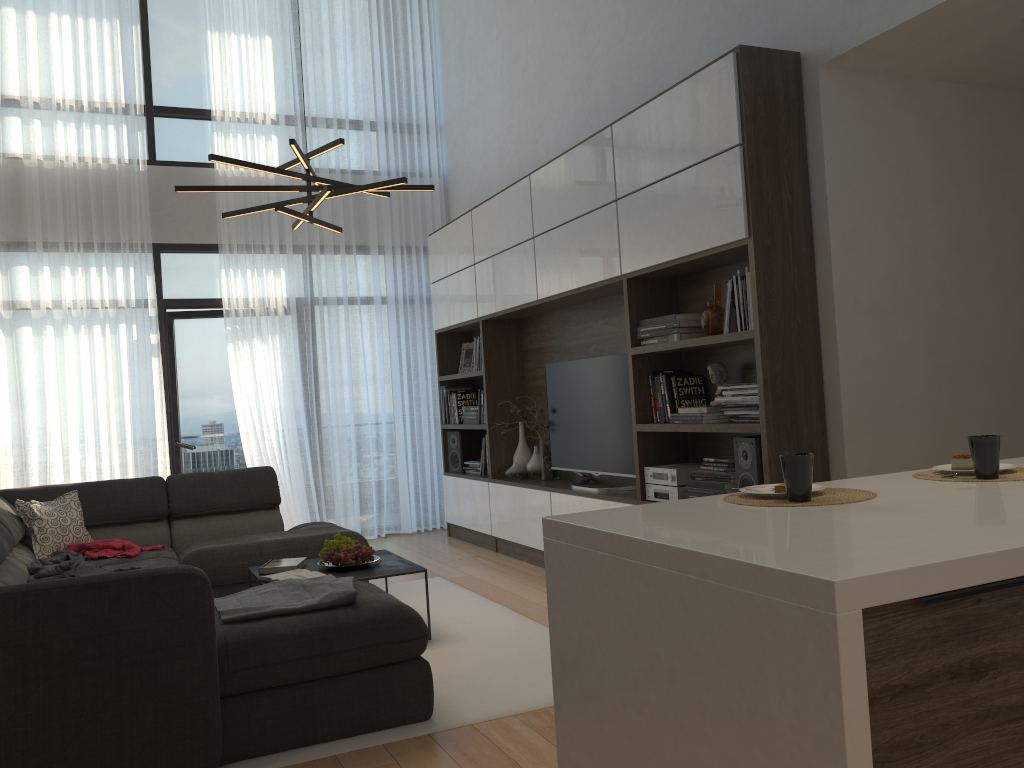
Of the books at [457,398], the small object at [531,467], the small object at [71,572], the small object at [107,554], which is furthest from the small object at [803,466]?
the books at [457,398]

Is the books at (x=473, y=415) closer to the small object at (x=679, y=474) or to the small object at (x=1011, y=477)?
the small object at (x=679, y=474)

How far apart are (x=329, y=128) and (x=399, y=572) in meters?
4.6

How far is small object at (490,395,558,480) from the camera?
6.0m

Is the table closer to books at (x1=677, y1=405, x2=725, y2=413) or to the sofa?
the sofa

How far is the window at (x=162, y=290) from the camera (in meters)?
7.00

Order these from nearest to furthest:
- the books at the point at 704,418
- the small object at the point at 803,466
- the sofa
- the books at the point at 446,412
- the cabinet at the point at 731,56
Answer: the small object at the point at 803,466
the sofa
the cabinet at the point at 731,56
the books at the point at 704,418
the books at the point at 446,412

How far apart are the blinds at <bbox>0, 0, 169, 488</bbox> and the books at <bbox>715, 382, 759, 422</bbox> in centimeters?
453cm

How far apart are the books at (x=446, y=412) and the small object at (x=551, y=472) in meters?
1.2 m

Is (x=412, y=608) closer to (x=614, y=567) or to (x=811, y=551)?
(x=614, y=567)
